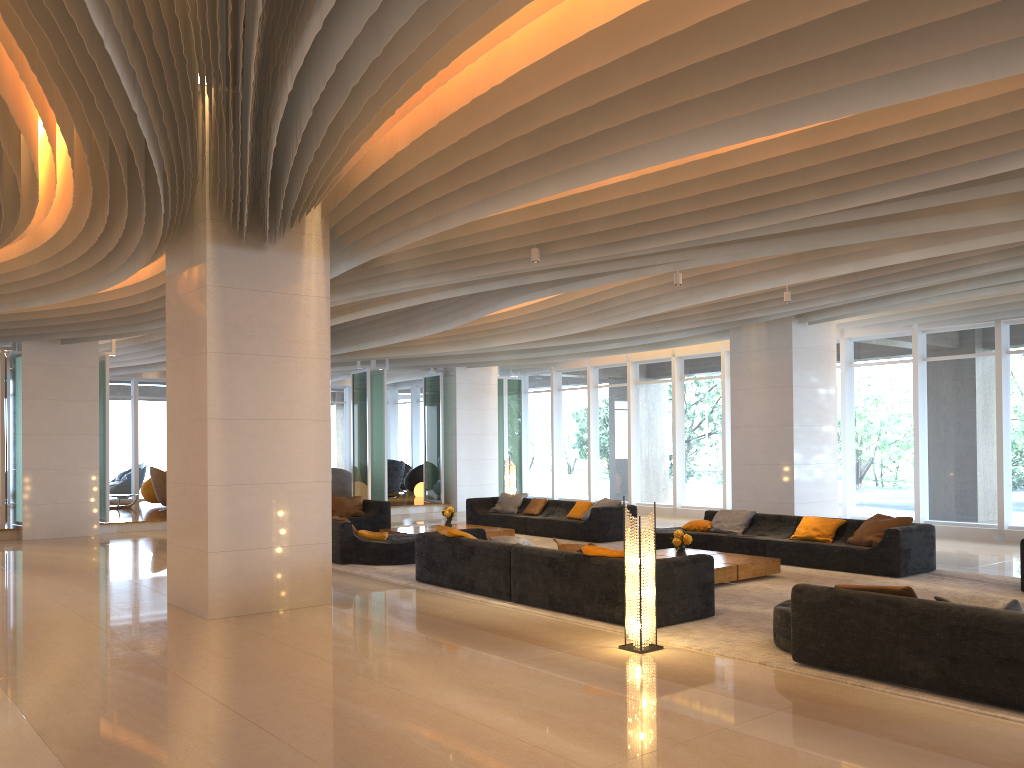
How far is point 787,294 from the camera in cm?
1194

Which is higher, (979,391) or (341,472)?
(979,391)

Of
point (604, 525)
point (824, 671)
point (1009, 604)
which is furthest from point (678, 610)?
point (604, 525)

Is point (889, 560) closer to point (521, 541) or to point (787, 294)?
point (787, 294)

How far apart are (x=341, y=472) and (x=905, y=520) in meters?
14.9 m

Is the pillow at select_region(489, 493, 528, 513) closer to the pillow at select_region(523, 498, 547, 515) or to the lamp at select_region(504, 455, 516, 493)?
the pillow at select_region(523, 498, 547, 515)

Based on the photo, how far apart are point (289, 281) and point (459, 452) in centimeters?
1293cm

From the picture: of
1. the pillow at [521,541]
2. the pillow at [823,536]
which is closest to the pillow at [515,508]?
the pillow at [823,536]

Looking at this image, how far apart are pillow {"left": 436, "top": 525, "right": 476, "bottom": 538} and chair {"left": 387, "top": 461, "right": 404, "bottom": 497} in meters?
14.1 m

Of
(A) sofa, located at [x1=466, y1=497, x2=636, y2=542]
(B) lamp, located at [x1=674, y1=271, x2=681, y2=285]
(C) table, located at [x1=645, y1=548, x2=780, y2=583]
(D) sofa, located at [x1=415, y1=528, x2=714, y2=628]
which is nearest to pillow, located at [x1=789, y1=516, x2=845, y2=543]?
(C) table, located at [x1=645, y1=548, x2=780, y2=583]
